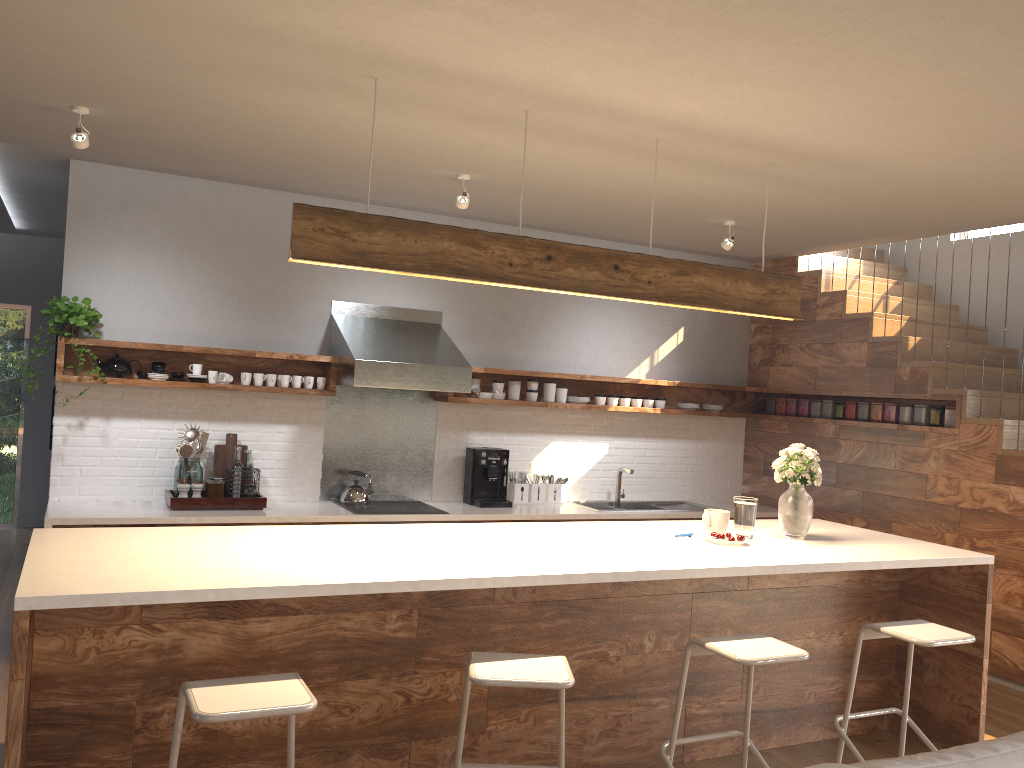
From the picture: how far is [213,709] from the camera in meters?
2.3 m

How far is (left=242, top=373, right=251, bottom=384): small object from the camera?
5.5m

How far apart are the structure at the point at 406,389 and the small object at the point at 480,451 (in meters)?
0.27

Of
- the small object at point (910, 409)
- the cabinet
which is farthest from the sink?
the cabinet

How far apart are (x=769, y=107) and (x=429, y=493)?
3.73m

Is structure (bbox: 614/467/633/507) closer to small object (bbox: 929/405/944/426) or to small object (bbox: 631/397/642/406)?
small object (bbox: 631/397/642/406)

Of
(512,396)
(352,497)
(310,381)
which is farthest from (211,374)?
(512,396)

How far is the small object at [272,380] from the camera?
5.55m

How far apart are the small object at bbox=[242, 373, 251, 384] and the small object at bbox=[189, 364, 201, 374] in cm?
28

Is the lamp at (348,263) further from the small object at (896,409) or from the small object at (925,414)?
the small object at (896,409)
